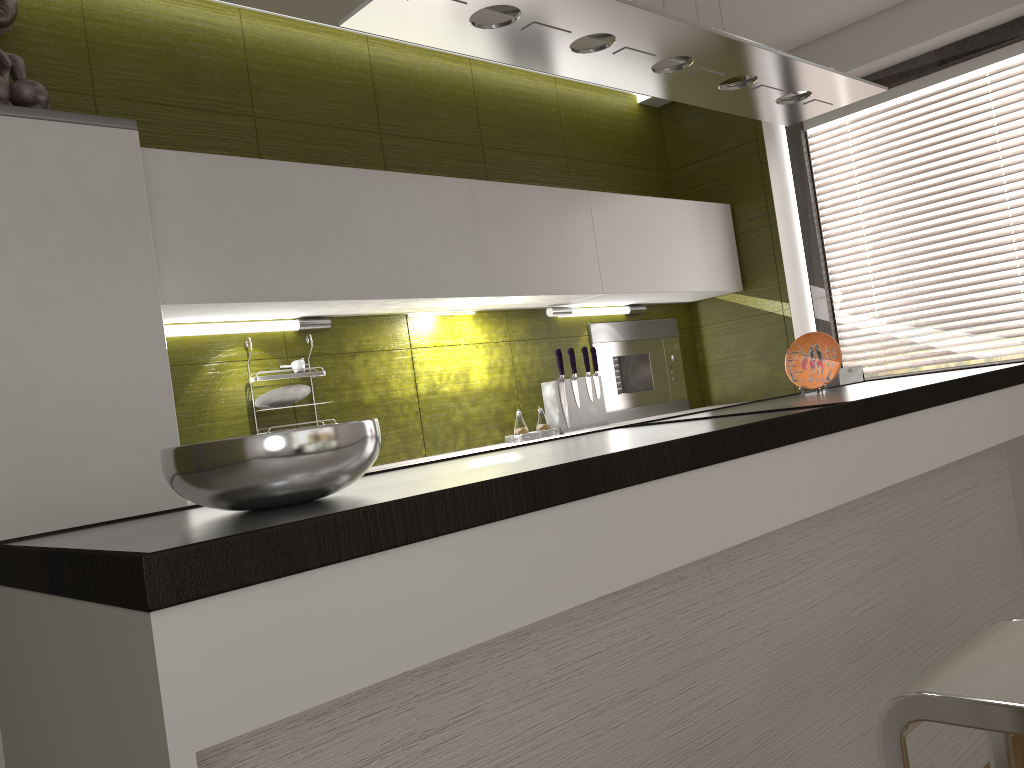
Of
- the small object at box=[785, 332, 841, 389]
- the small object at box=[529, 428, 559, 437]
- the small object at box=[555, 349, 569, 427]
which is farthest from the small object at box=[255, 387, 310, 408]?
the small object at box=[785, 332, 841, 389]

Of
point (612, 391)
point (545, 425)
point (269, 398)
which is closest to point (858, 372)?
point (612, 391)

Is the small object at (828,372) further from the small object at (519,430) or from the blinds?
the blinds

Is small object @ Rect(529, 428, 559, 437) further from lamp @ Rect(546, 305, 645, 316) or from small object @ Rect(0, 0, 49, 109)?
small object @ Rect(0, 0, 49, 109)

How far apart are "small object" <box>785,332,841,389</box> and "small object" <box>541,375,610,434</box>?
1.1 meters

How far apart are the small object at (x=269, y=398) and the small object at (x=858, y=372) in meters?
2.5 m

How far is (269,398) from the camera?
2.8m

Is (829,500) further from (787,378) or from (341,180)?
(787,378)

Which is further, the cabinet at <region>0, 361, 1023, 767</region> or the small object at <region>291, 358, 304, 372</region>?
the small object at <region>291, 358, 304, 372</region>

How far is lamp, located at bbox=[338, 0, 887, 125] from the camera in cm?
172
